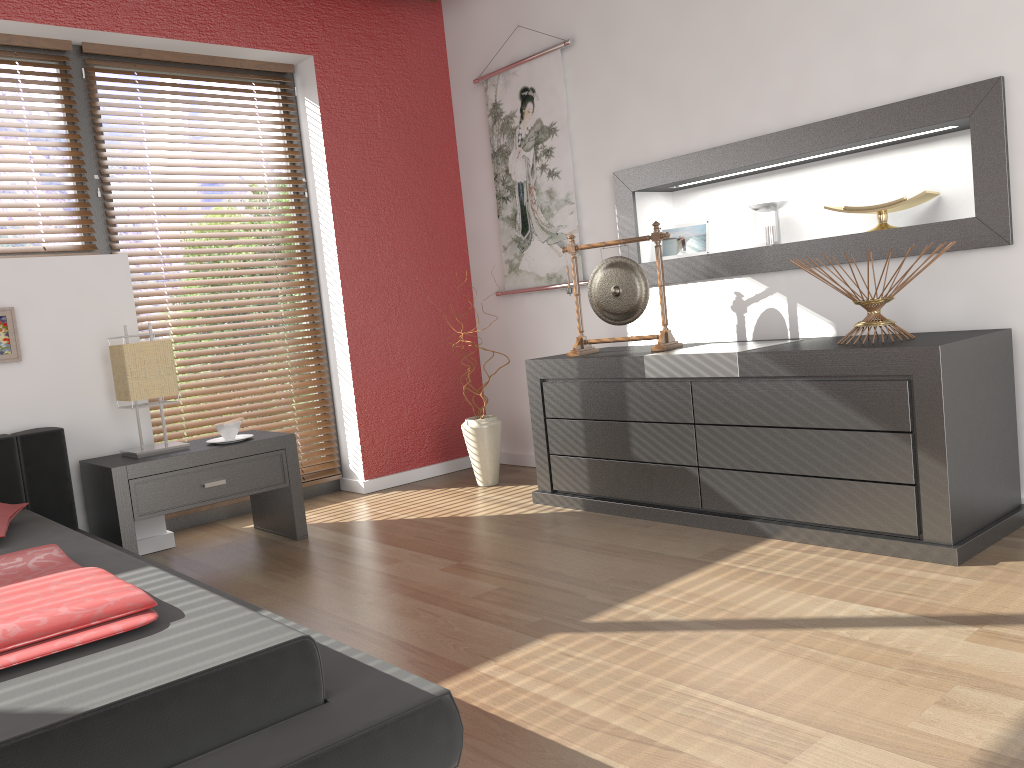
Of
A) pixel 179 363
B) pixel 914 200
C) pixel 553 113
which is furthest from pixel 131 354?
pixel 914 200

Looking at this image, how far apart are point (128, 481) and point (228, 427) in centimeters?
45cm

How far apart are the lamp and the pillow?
0.5 meters

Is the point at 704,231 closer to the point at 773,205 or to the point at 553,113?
the point at 773,205

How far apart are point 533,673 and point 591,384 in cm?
157

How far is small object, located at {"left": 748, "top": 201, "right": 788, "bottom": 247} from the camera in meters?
3.5 m

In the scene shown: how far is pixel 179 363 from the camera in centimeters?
394cm

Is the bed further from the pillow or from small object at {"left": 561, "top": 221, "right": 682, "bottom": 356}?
small object at {"left": 561, "top": 221, "right": 682, "bottom": 356}

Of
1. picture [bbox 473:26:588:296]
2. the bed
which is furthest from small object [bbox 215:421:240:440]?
picture [bbox 473:26:588:296]

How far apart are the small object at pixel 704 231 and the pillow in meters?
2.6 m
